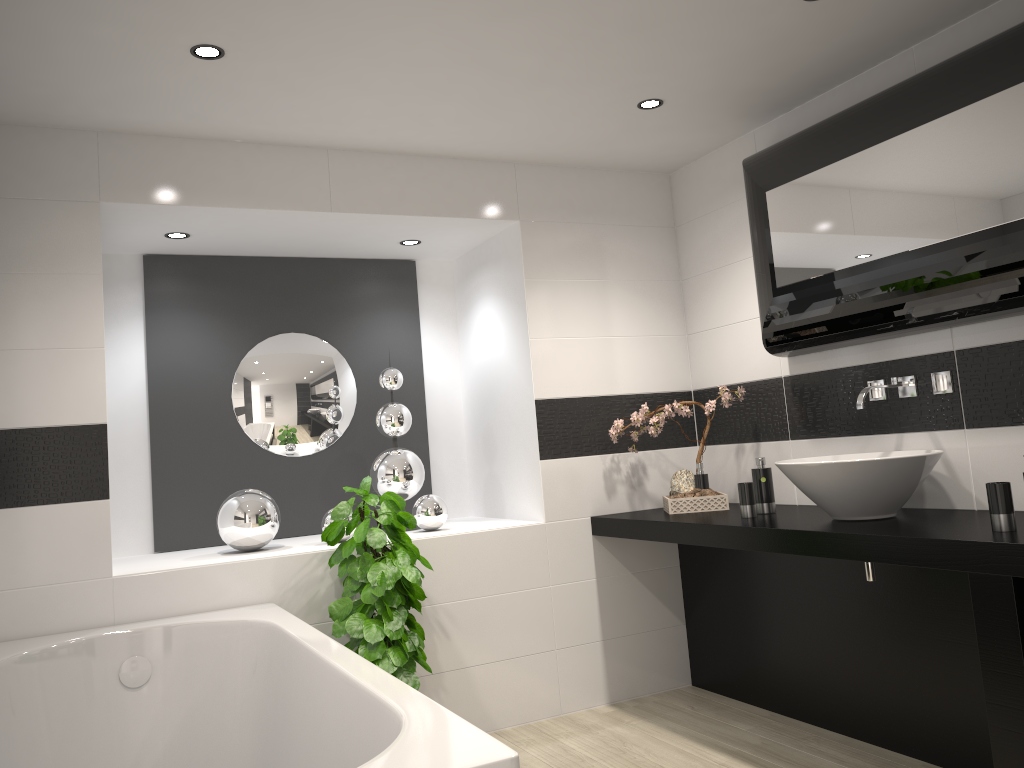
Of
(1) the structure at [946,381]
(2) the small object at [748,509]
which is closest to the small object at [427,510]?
(2) the small object at [748,509]

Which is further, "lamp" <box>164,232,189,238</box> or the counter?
"lamp" <box>164,232,189,238</box>

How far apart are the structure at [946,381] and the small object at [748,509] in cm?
54

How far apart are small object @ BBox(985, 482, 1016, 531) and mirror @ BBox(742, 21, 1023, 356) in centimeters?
63cm

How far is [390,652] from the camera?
3.3m

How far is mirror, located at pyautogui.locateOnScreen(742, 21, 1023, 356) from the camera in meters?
2.7

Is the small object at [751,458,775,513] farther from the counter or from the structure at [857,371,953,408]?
the structure at [857,371,953,408]

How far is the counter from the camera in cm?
236

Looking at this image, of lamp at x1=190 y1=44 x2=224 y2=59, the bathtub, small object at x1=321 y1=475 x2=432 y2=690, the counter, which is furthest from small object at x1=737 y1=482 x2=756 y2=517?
lamp at x1=190 y1=44 x2=224 y2=59

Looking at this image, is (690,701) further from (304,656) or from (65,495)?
(65,495)
